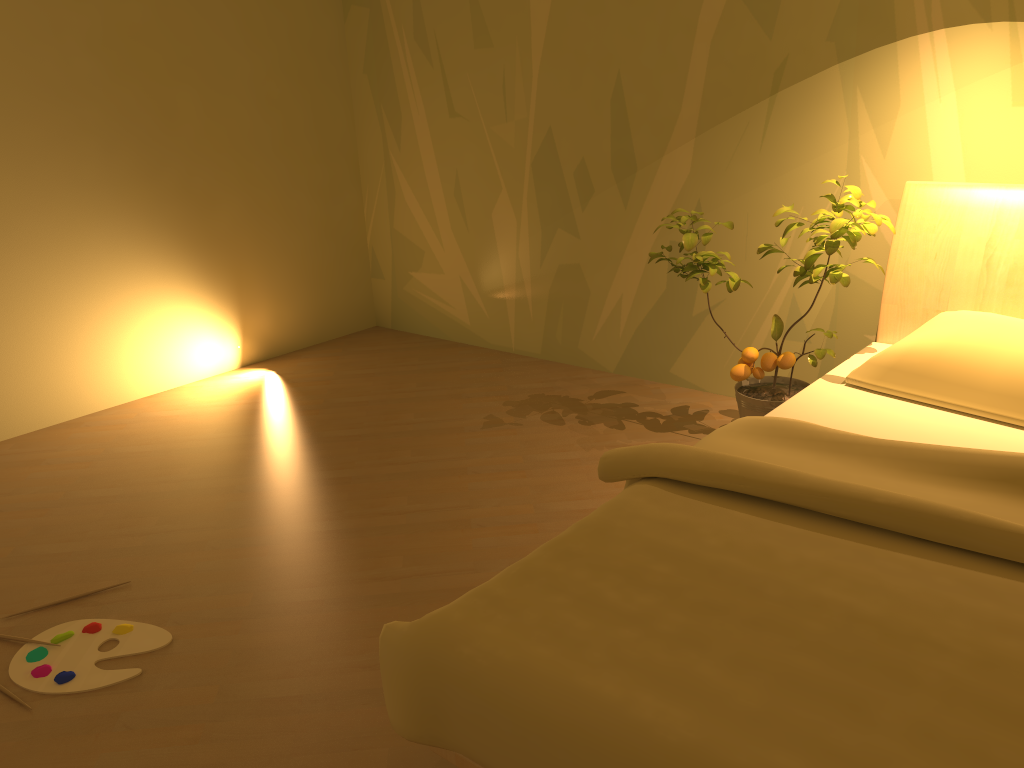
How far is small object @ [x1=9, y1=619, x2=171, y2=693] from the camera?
2.07m

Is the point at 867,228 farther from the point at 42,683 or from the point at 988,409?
the point at 42,683

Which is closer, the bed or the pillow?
the bed

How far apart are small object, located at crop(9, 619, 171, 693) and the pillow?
2.0m

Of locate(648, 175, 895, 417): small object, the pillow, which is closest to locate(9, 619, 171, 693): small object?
locate(648, 175, 895, 417): small object

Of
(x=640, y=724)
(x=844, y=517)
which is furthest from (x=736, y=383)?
(x=640, y=724)

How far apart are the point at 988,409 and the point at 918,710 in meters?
1.3

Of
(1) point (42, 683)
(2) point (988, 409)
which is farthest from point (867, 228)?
(1) point (42, 683)

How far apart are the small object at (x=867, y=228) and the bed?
0.1 meters

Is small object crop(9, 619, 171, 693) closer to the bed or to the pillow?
the bed
